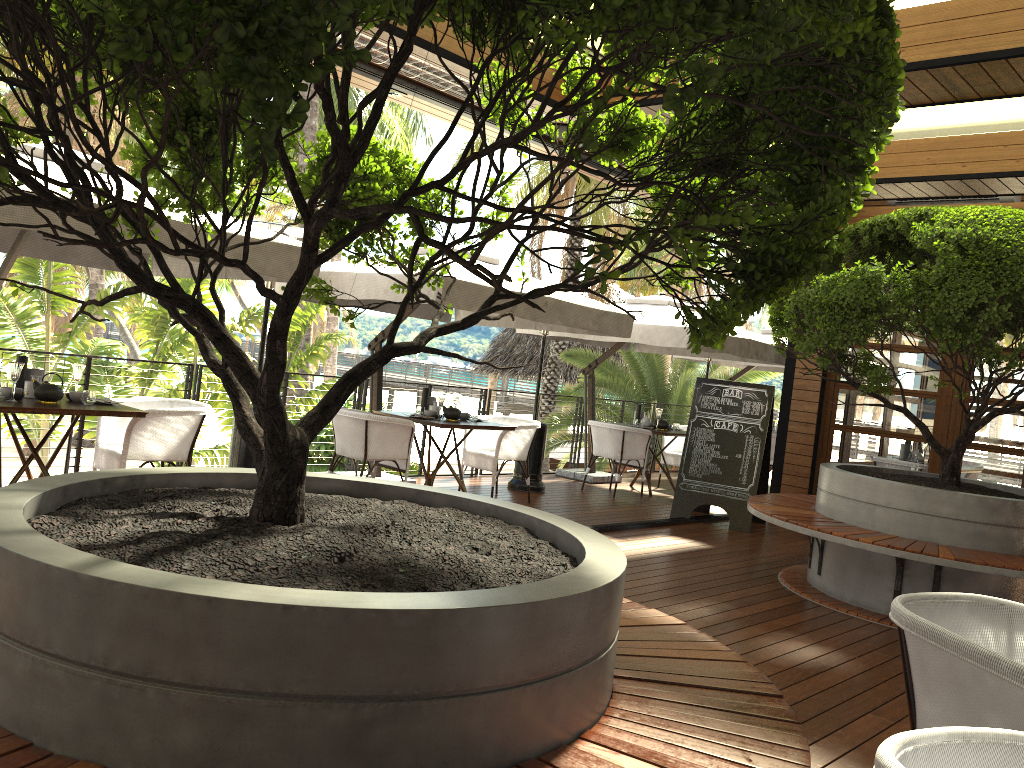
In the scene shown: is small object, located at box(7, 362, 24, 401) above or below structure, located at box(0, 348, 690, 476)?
above

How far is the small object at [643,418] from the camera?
10.44m

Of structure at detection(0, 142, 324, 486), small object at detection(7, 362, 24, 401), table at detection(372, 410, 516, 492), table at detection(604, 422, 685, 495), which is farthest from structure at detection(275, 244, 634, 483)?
small object at detection(7, 362, 24, 401)

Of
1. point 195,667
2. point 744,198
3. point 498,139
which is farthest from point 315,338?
point 195,667

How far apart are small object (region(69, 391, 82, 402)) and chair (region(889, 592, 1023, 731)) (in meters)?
4.85

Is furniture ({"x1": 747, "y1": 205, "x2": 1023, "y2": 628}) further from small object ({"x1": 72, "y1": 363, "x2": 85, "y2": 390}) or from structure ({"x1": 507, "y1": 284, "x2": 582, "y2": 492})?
small object ({"x1": 72, "y1": 363, "x2": 85, "y2": 390})

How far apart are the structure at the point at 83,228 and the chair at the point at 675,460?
6.2 meters

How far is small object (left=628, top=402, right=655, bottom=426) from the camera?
10.44m

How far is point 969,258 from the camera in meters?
4.9 m

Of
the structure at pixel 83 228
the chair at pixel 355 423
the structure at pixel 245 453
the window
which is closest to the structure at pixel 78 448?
the structure at pixel 83 228
